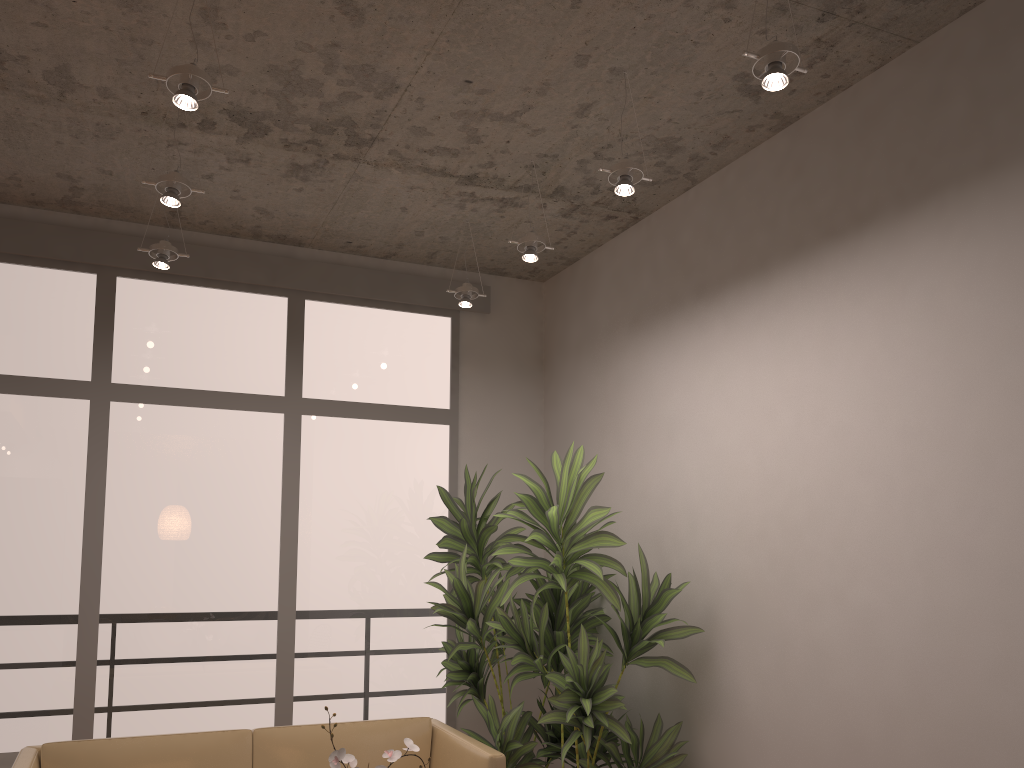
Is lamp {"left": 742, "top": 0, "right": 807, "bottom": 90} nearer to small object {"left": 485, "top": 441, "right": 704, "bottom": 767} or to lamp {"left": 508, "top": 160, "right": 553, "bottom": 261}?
Answer: lamp {"left": 508, "top": 160, "right": 553, "bottom": 261}

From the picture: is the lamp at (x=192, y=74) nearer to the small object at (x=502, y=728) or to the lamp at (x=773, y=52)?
the lamp at (x=773, y=52)

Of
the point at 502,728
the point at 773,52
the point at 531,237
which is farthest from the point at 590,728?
the point at 773,52

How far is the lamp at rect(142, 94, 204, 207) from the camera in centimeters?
343cm

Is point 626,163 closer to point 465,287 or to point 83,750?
point 465,287

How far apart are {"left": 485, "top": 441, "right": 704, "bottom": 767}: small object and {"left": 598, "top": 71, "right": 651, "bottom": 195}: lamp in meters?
1.2

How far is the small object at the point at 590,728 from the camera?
3.8m

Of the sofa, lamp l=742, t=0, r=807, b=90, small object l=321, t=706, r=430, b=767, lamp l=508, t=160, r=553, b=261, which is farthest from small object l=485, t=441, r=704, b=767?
lamp l=742, t=0, r=807, b=90

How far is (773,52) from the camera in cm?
256

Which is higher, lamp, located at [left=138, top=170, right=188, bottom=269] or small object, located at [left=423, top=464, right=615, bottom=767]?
lamp, located at [left=138, top=170, right=188, bottom=269]
